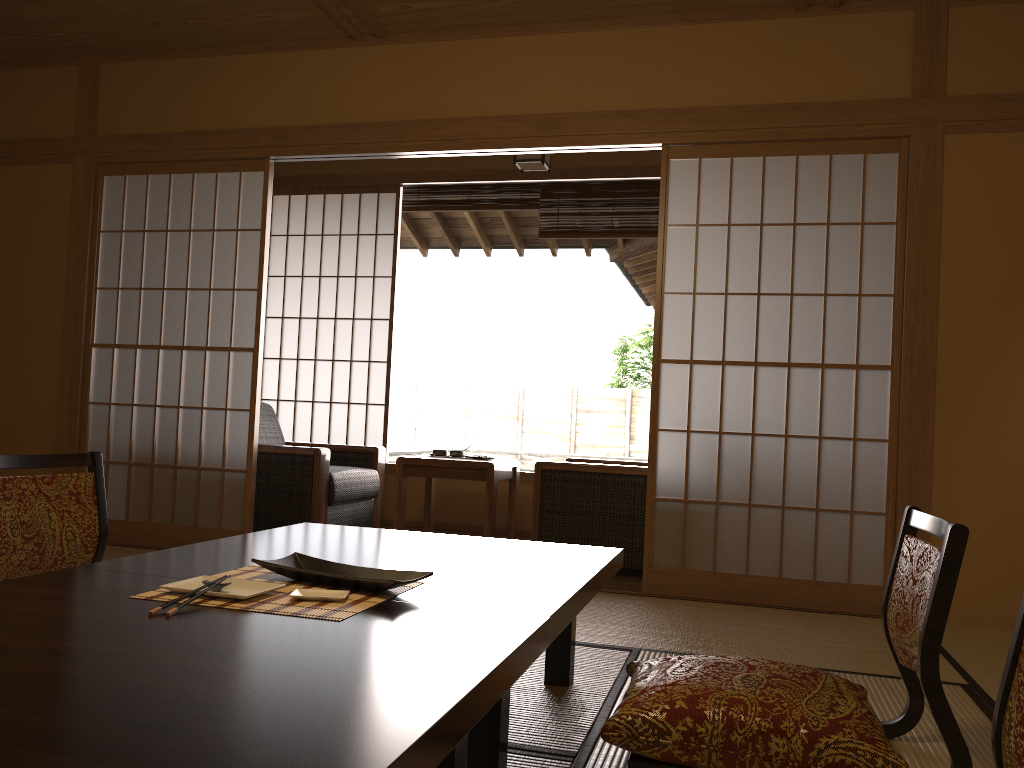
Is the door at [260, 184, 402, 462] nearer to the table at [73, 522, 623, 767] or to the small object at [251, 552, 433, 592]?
the table at [73, 522, 623, 767]

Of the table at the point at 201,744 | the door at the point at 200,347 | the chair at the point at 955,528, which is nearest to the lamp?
the door at the point at 200,347

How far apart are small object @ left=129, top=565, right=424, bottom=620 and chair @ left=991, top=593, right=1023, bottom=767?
0.97m

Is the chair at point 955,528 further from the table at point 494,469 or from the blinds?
the blinds

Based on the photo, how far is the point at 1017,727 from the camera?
1.1 meters

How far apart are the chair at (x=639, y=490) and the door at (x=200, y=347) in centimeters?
137cm

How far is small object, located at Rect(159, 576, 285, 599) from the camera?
1.6m

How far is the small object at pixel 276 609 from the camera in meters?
1.5 m

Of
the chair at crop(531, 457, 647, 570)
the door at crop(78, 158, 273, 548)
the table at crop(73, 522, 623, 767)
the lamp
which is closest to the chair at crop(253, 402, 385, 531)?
the door at crop(78, 158, 273, 548)

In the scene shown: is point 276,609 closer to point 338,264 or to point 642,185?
point 642,185
